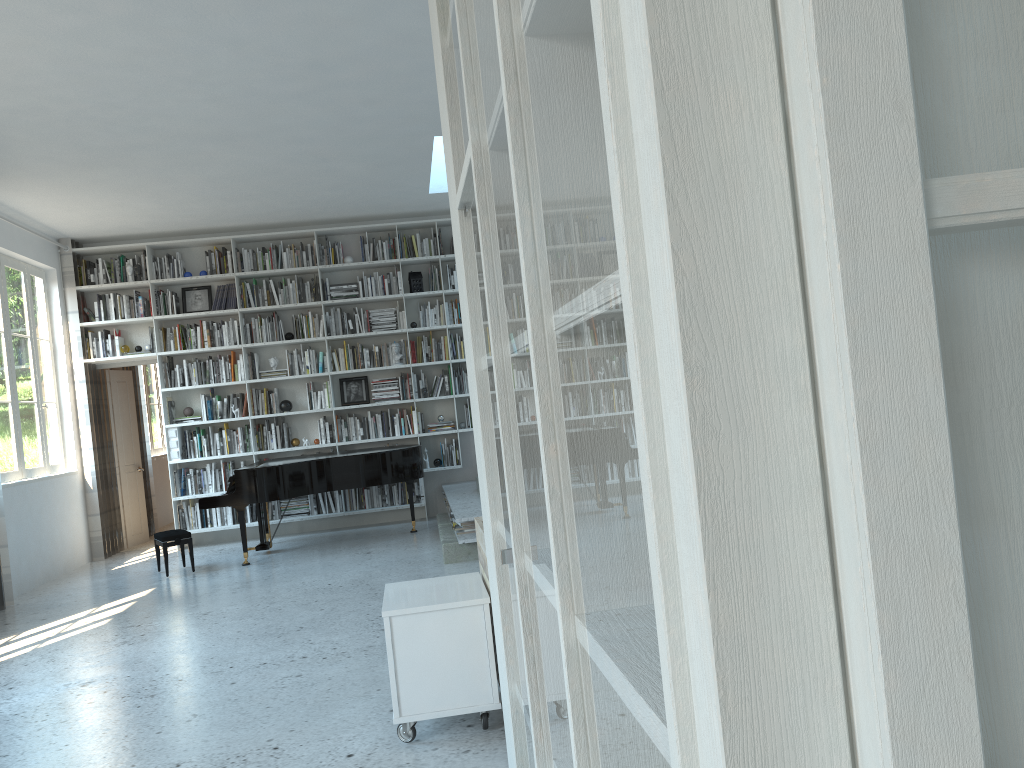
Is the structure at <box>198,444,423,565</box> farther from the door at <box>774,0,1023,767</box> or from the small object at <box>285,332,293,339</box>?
the door at <box>774,0,1023,767</box>

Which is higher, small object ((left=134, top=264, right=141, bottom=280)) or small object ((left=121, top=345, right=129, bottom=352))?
small object ((left=134, top=264, right=141, bottom=280))

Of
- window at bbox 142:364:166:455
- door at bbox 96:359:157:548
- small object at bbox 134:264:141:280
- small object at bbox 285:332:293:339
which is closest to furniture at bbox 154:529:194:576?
door at bbox 96:359:157:548

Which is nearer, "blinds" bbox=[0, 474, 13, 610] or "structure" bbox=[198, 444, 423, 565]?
"blinds" bbox=[0, 474, 13, 610]

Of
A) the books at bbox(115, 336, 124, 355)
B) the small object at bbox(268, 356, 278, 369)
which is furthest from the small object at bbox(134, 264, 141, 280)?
the small object at bbox(268, 356, 278, 369)

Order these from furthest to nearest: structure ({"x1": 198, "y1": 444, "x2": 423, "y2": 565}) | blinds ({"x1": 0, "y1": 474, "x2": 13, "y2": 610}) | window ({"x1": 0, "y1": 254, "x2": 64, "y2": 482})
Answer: window ({"x1": 0, "y1": 254, "x2": 64, "y2": 482}) < structure ({"x1": 198, "y1": 444, "x2": 423, "y2": 565}) < blinds ({"x1": 0, "y1": 474, "x2": 13, "y2": 610})

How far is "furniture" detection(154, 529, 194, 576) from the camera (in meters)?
7.34

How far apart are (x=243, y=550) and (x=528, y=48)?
7.2m

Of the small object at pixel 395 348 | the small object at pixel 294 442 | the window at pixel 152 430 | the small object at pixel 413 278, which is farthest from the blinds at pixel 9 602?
the window at pixel 152 430

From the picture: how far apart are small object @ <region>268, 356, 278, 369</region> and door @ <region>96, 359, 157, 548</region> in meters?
1.9
